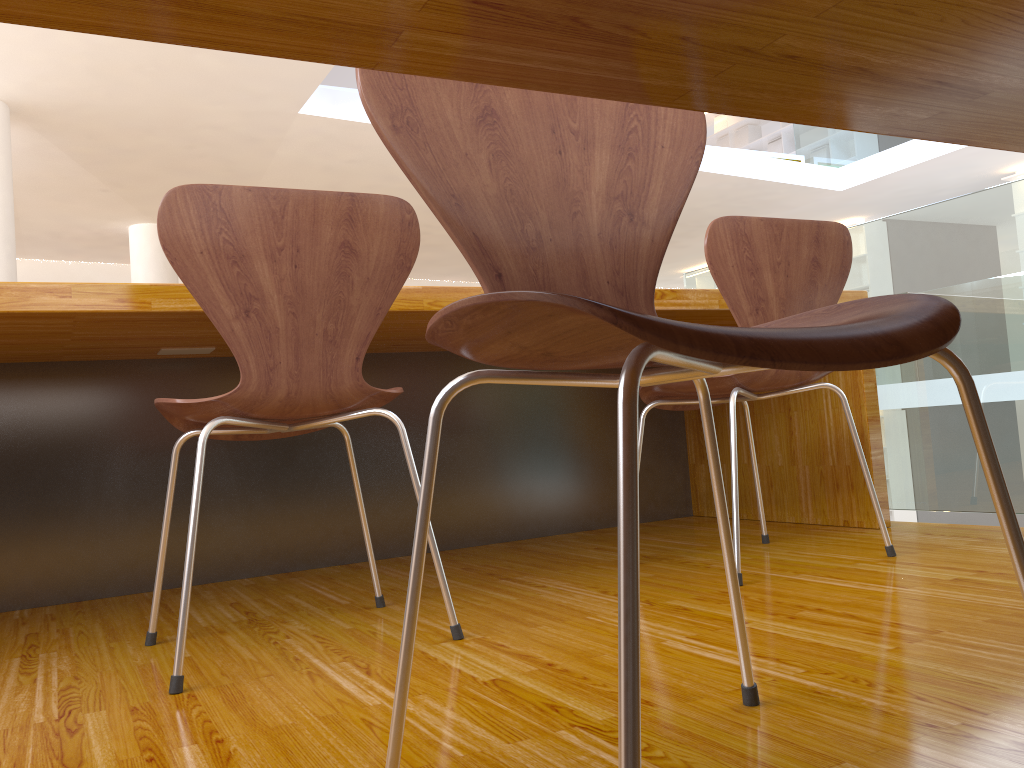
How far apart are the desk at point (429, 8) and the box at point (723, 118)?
11.3m

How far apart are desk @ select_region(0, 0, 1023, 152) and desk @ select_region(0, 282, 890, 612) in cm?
103

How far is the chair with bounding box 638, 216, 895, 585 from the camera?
1.70m

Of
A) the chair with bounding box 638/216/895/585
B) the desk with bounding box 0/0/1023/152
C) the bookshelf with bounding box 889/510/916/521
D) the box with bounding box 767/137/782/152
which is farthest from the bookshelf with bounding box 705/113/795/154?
the desk with bounding box 0/0/1023/152

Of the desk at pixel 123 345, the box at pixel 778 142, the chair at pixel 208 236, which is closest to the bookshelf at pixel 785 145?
the box at pixel 778 142

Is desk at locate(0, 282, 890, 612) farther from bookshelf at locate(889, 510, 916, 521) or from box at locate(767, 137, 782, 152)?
box at locate(767, 137, 782, 152)

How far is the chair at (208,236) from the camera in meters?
1.3

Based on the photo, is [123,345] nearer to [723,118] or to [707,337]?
[707,337]

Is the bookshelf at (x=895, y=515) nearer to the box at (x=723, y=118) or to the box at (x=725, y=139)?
the box at (x=725, y=139)

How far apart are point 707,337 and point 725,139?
Result: 11.7m
